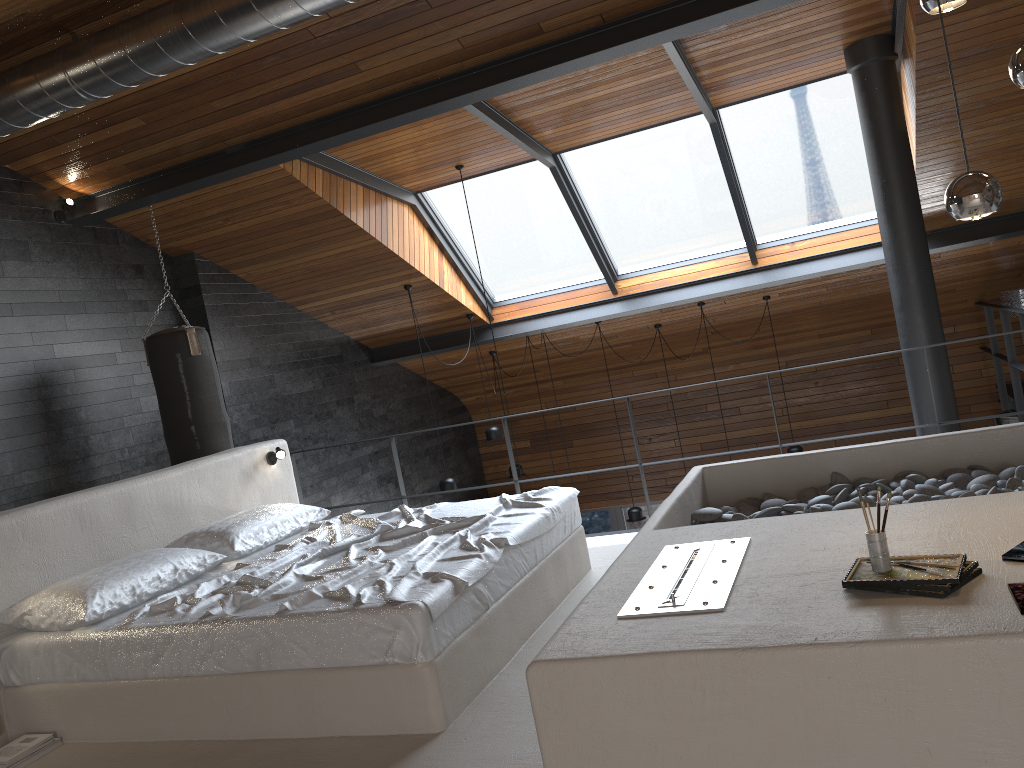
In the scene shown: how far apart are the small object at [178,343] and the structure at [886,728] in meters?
0.7 m

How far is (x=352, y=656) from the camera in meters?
3.0 m

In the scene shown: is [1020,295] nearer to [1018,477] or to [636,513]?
[636,513]

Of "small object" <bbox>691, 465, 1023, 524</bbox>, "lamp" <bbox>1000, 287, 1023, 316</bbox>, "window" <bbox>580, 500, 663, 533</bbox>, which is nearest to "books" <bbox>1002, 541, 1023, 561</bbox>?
"small object" <bbox>691, 465, 1023, 524</bbox>

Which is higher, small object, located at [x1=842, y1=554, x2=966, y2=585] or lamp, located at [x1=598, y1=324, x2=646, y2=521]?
small object, located at [x1=842, y1=554, x2=966, y2=585]

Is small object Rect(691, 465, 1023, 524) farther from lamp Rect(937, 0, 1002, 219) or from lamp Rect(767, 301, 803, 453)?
lamp Rect(767, 301, 803, 453)

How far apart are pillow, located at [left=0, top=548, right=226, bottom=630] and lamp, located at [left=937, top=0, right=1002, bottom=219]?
3.31m

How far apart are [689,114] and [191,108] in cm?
364

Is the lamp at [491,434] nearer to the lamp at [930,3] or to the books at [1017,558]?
the lamp at [930,3]

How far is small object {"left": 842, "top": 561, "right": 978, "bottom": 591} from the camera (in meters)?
2.17
